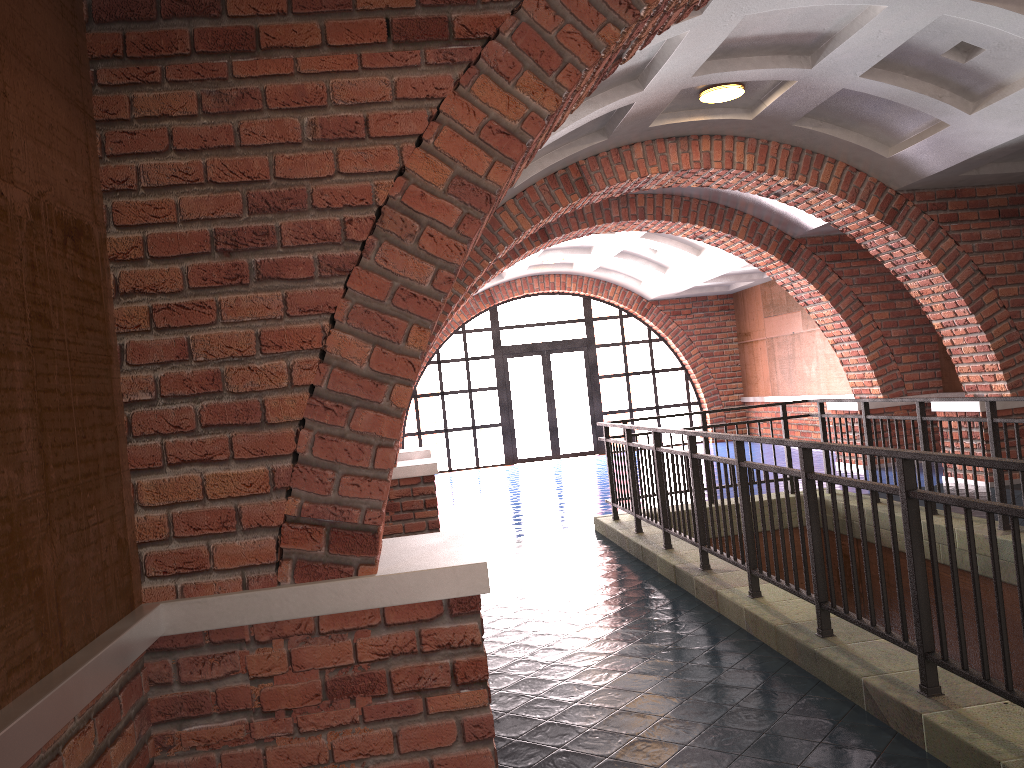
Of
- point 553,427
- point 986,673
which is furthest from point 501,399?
point 986,673

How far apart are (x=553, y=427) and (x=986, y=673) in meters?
15.0

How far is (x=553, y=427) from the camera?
18.0 meters

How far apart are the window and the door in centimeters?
12cm

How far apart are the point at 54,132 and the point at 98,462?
1.0m

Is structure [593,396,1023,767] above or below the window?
below

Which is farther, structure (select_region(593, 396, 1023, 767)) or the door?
the door

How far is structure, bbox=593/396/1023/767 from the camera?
3.0 meters

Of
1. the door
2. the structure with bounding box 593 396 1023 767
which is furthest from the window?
the structure with bounding box 593 396 1023 767

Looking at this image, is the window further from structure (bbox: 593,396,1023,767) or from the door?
structure (bbox: 593,396,1023,767)
